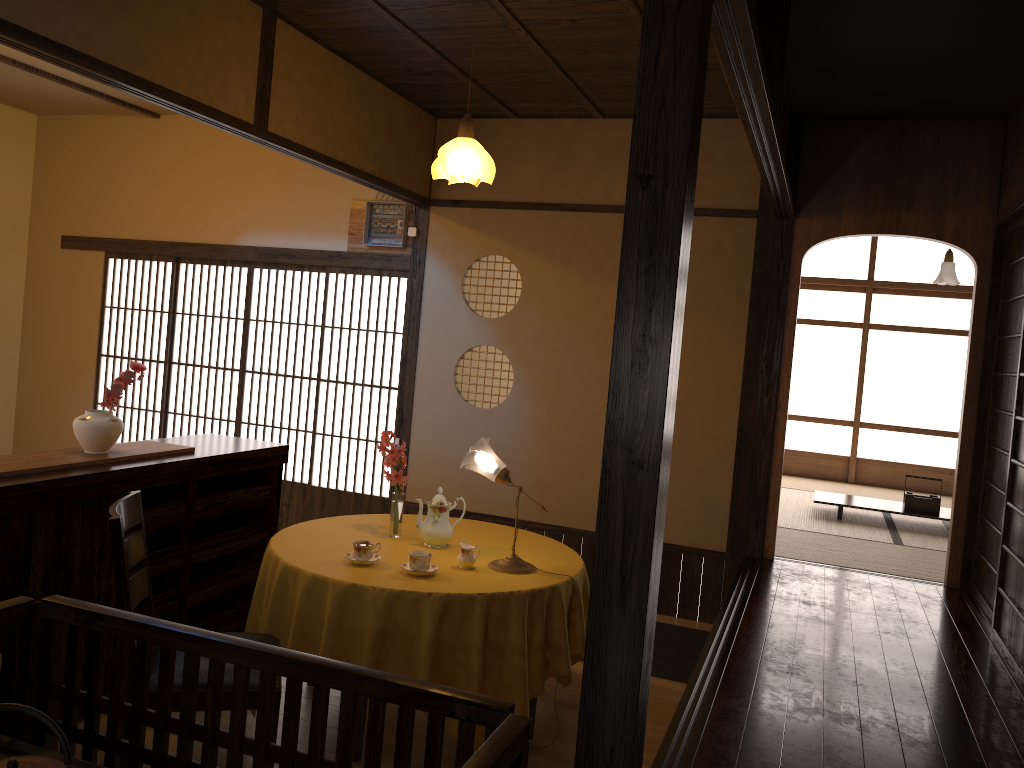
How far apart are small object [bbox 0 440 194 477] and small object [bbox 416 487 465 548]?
1.1 meters

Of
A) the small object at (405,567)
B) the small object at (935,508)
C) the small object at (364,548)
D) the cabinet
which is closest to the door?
the cabinet

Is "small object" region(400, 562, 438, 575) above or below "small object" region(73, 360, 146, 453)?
below

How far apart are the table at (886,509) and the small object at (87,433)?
5.17m

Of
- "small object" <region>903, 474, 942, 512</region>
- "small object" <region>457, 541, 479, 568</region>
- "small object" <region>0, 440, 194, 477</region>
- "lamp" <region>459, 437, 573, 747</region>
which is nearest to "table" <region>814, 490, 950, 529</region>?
"small object" <region>903, 474, 942, 512</region>

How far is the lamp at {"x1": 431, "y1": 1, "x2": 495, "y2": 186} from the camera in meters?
4.2

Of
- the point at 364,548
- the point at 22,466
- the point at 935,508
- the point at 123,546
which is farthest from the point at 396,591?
the point at 935,508

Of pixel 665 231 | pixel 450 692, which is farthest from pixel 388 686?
pixel 665 231

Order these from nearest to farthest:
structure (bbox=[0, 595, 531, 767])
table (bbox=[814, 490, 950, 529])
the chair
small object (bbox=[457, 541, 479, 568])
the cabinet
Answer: structure (bbox=[0, 595, 531, 767]) → the chair → the cabinet → small object (bbox=[457, 541, 479, 568]) → table (bbox=[814, 490, 950, 529])

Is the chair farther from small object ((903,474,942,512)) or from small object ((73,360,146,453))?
small object ((903,474,942,512))
